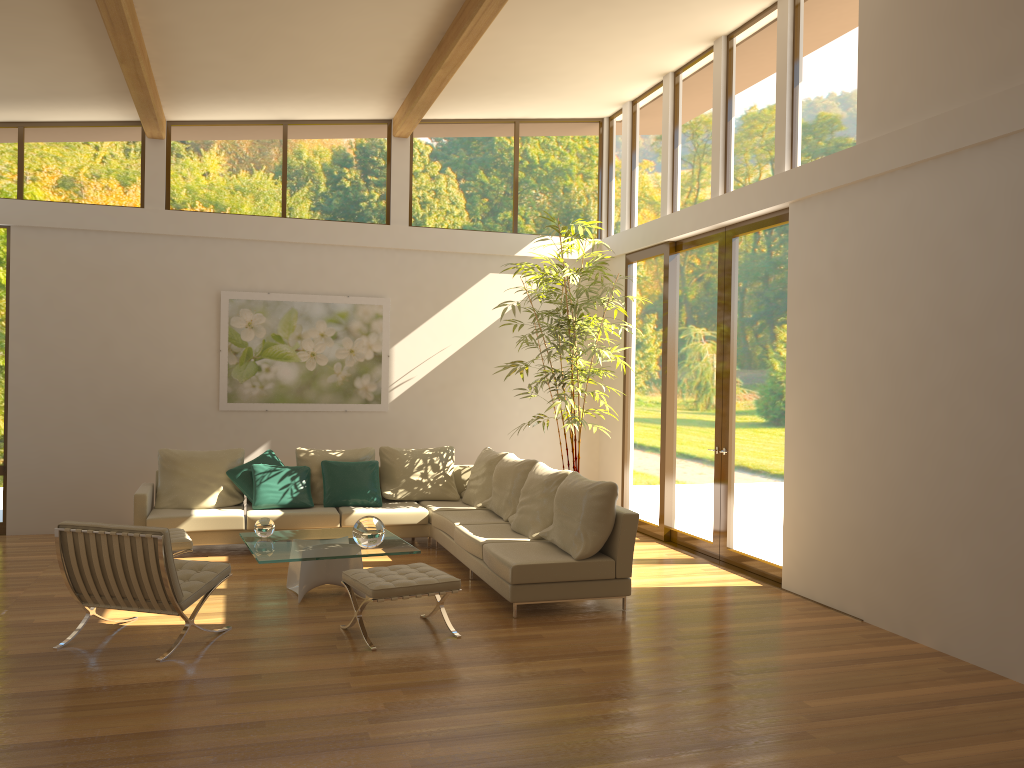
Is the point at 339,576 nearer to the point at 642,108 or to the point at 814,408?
the point at 814,408

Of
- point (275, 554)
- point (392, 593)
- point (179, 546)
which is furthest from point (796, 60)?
point (179, 546)

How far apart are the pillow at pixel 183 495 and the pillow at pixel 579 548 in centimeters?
332cm

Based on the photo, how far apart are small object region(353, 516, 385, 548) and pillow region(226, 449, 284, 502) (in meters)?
2.53

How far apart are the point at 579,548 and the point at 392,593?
1.5 meters

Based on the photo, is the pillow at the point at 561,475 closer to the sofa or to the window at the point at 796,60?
the sofa

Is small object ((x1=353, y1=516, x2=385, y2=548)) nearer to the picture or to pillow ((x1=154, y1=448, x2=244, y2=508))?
pillow ((x1=154, y1=448, x2=244, y2=508))

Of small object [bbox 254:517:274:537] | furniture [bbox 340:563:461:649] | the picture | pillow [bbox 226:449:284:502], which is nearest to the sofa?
pillow [bbox 226:449:284:502]

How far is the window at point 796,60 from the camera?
7.2 meters

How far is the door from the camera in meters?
7.6
